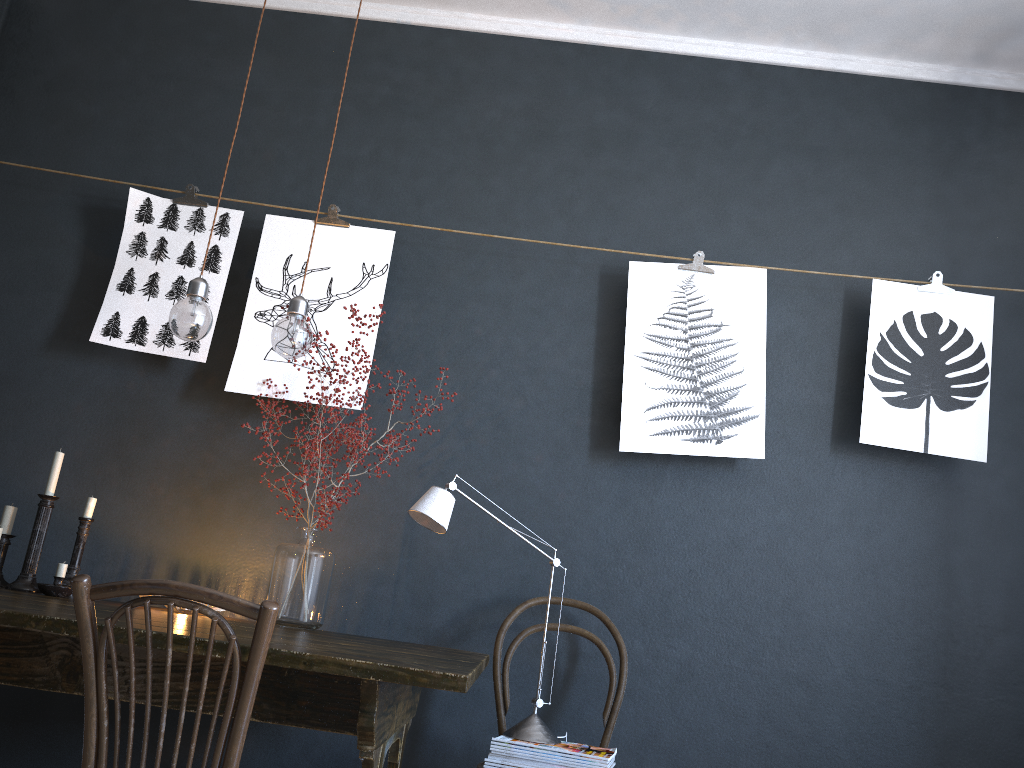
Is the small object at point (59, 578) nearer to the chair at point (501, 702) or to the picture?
the picture

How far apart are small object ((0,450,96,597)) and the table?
0.1m

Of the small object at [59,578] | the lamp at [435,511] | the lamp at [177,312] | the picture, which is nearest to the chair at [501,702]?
the lamp at [435,511]

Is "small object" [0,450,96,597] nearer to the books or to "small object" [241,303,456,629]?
"small object" [241,303,456,629]

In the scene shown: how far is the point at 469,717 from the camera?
2.73m

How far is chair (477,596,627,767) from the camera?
2.53m

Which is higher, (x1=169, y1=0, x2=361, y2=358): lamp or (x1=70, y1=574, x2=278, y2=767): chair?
(x1=169, y1=0, x2=361, y2=358): lamp

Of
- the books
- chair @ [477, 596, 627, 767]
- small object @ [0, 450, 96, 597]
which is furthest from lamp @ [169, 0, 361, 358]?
the books

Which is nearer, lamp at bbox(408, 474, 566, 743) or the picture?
lamp at bbox(408, 474, 566, 743)

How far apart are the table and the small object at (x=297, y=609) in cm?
9
